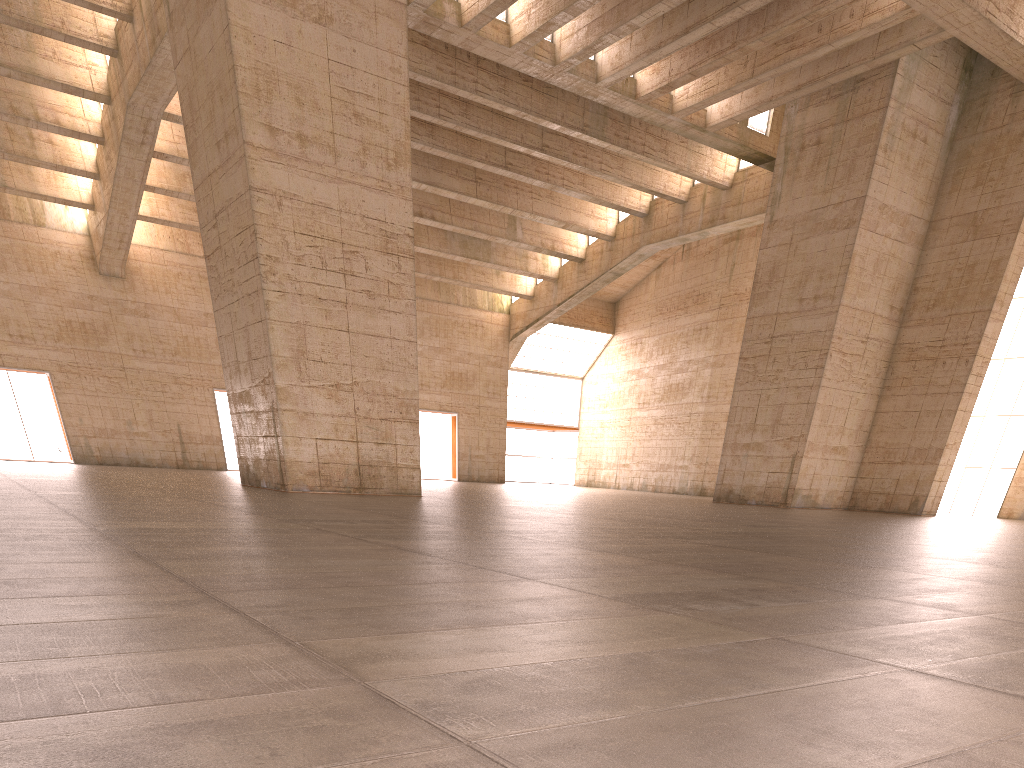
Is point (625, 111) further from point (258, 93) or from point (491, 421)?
point (491, 421)

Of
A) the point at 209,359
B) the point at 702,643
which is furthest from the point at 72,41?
the point at 702,643
